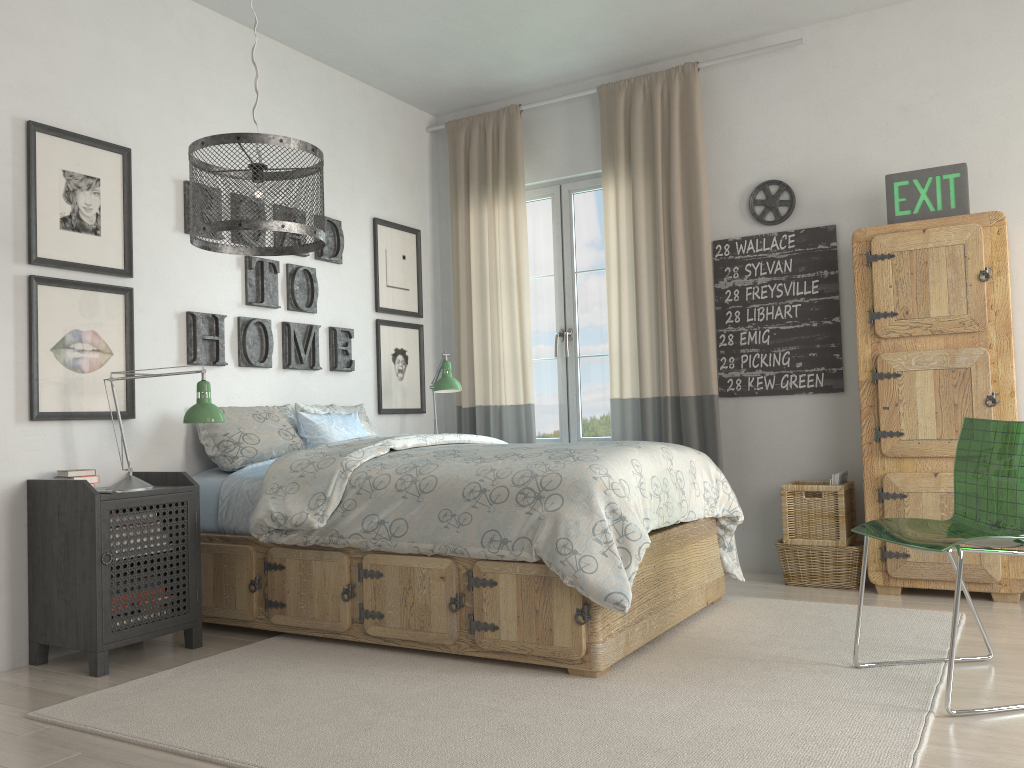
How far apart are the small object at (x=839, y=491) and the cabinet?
0.11m

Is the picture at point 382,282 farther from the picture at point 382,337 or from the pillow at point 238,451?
the pillow at point 238,451

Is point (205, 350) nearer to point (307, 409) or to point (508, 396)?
point (307, 409)

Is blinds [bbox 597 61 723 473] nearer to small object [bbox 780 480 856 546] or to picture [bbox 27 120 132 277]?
small object [bbox 780 480 856 546]

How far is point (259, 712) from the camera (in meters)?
2.45

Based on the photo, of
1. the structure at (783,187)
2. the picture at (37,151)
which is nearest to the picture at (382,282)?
the picture at (37,151)

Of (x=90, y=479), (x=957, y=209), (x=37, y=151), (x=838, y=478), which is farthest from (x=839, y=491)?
Answer: (x=37, y=151)

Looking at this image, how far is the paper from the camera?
3.93m

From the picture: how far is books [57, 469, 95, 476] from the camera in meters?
3.1 m

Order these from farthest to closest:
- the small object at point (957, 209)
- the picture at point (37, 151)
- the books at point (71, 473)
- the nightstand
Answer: the small object at point (957, 209) < the picture at point (37, 151) < the books at point (71, 473) < the nightstand
